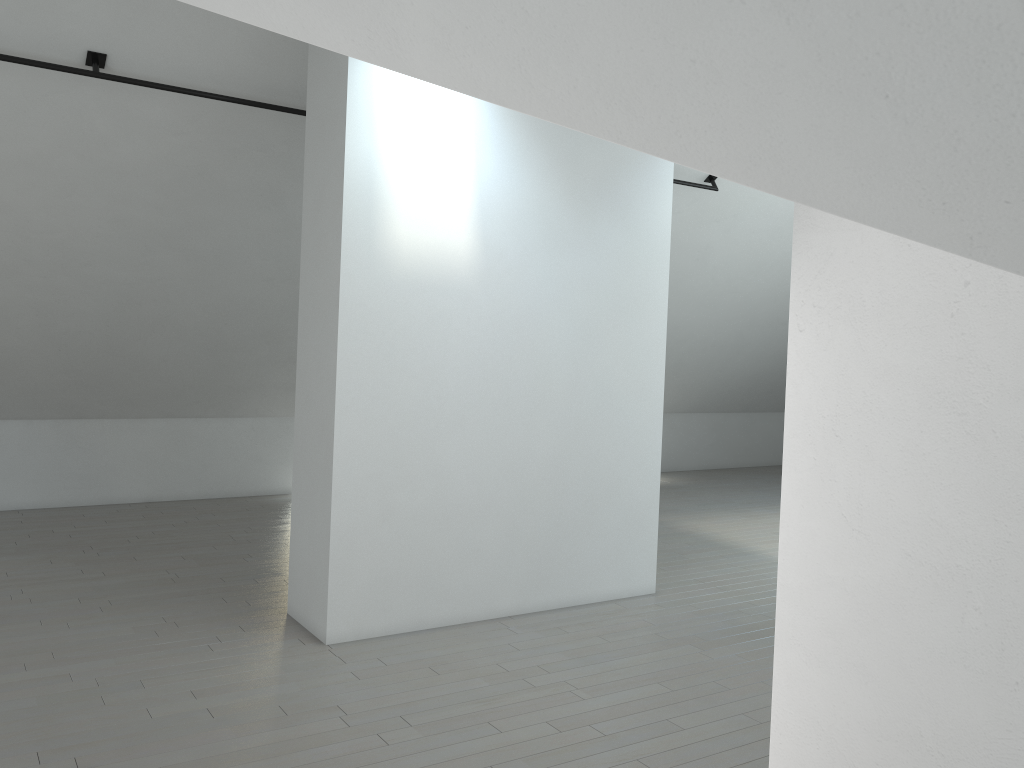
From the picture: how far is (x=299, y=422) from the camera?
5.86m

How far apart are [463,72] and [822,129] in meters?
0.8 m
